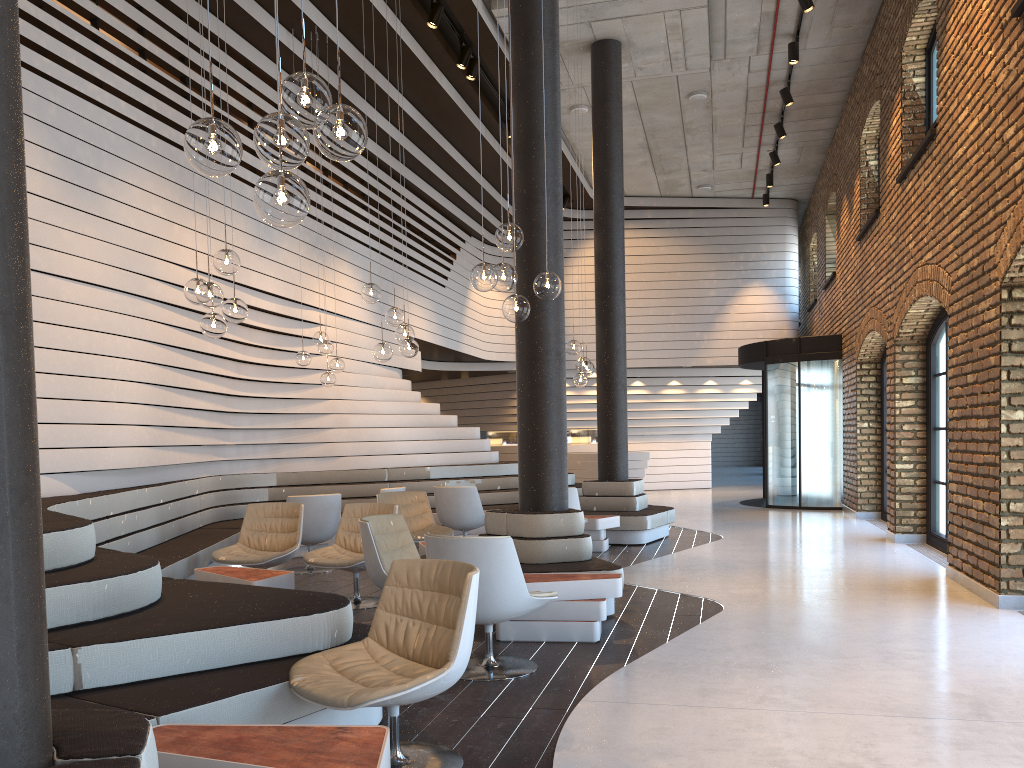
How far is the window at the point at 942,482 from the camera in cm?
911

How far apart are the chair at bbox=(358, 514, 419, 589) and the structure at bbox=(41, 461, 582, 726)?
1.2 meters

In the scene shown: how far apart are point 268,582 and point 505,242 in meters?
2.7 m

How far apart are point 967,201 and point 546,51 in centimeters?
349cm

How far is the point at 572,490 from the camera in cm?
870

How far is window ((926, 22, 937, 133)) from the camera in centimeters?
928cm

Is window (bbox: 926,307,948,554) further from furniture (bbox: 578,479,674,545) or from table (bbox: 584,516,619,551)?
table (bbox: 584,516,619,551)

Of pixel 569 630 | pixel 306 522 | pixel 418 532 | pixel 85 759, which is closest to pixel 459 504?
pixel 418 532

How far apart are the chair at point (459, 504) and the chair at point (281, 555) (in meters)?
2.37

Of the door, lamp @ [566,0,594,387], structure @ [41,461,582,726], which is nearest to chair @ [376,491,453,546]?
structure @ [41,461,582,726]
